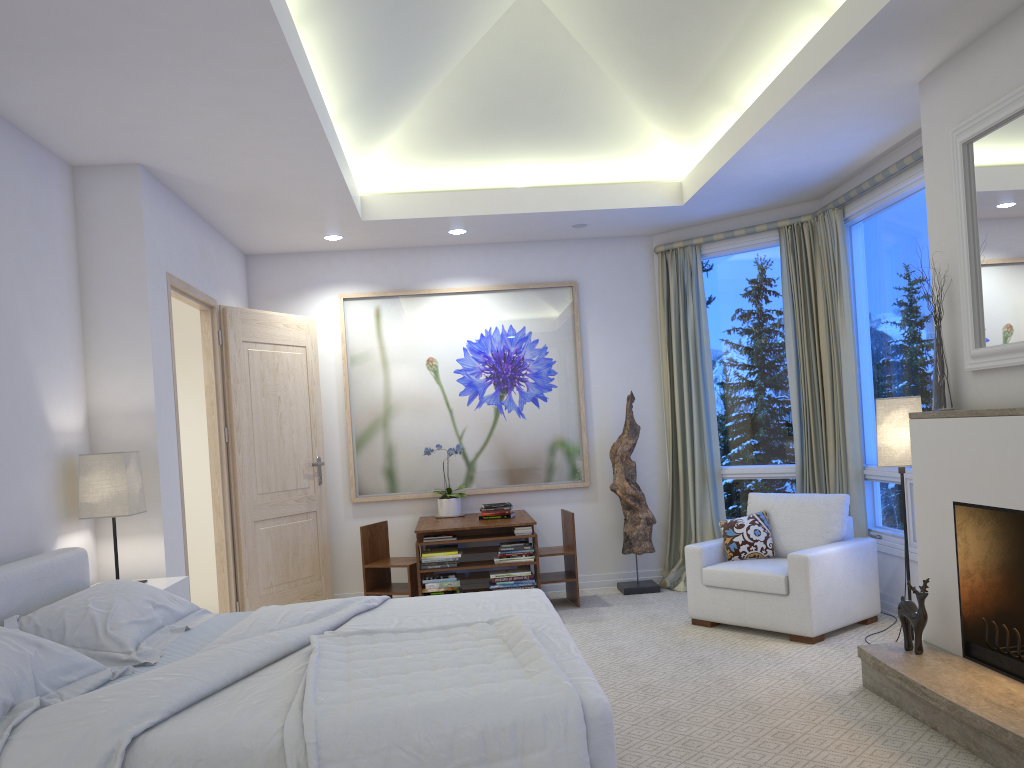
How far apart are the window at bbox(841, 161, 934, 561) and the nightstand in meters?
3.6

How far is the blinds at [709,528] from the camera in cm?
608

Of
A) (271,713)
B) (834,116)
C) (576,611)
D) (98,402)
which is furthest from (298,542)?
(834,116)

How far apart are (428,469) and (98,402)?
2.6 meters

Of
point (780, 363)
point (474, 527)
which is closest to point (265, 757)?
point (474, 527)

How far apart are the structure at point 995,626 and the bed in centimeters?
162cm

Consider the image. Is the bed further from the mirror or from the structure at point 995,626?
the mirror

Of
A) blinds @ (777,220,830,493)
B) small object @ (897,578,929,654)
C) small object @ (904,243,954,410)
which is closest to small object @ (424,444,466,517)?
blinds @ (777,220,830,493)

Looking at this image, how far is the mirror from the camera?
3.13m

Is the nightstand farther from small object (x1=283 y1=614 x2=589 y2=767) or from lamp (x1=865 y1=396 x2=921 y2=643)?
lamp (x1=865 y1=396 x2=921 y2=643)
